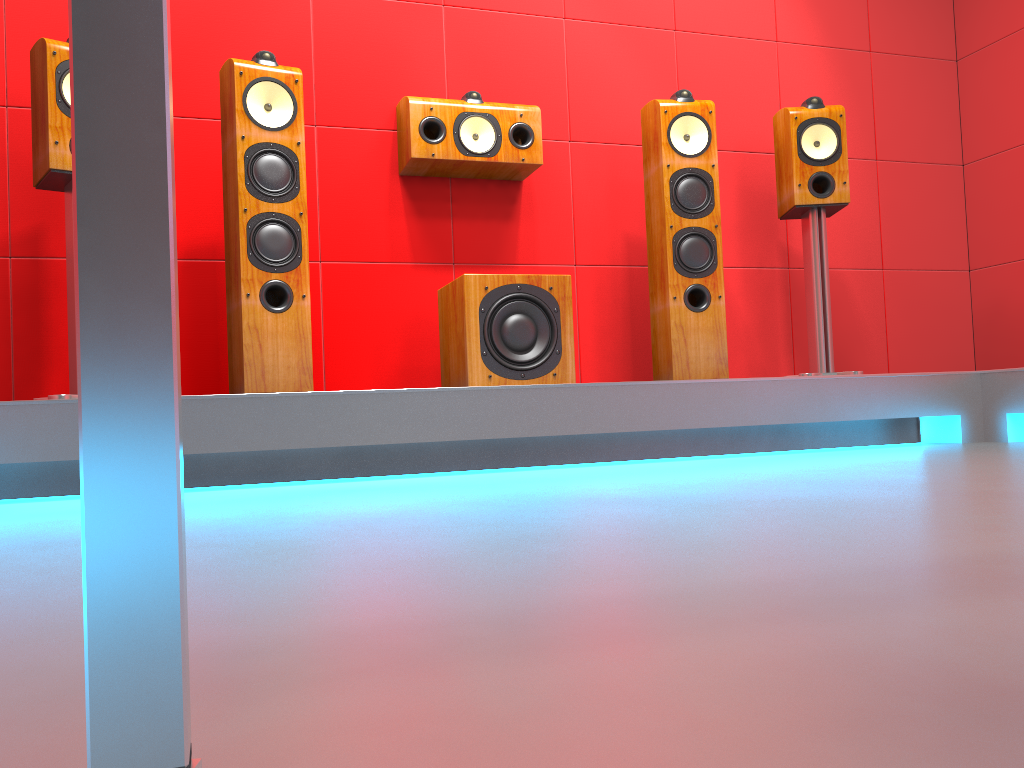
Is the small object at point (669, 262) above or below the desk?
above

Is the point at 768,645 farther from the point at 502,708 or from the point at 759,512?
the point at 759,512

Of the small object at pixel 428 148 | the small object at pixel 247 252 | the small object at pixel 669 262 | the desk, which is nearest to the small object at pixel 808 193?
the small object at pixel 669 262

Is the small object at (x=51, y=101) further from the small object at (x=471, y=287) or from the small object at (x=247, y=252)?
the small object at (x=471, y=287)

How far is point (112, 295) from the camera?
0.2 meters

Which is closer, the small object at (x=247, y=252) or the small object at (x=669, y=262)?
the small object at (x=247, y=252)

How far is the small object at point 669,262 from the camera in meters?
3.1 m

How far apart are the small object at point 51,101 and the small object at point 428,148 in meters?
1.1 m

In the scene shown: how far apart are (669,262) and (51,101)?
2.0 meters

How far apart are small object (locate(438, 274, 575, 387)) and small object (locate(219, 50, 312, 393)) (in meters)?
0.47
